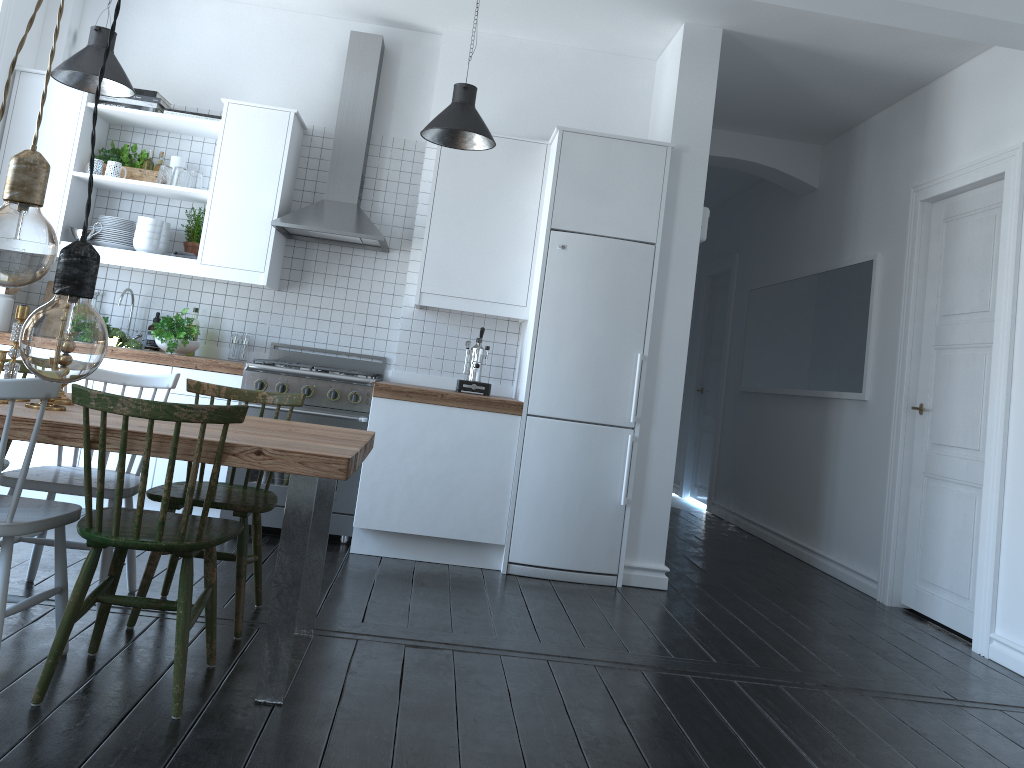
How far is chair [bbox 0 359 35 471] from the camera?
3.33m

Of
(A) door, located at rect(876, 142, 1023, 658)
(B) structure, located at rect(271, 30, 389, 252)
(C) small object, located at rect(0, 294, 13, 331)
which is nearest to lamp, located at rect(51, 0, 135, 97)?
(B) structure, located at rect(271, 30, 389, 252)

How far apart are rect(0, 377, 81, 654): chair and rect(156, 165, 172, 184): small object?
2.8 meters

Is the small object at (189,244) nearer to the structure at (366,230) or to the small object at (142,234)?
the small object at (142,234)

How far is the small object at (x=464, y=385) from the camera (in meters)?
4.89

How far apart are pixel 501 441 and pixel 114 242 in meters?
2.5

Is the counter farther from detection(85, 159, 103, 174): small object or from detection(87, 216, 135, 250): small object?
detection(85, 159, 103, 174): small object

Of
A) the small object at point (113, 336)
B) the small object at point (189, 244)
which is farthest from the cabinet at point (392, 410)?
the small object at point (189, 244)

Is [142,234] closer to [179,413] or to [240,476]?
[240,476]

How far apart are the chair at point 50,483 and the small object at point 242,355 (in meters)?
1.74
